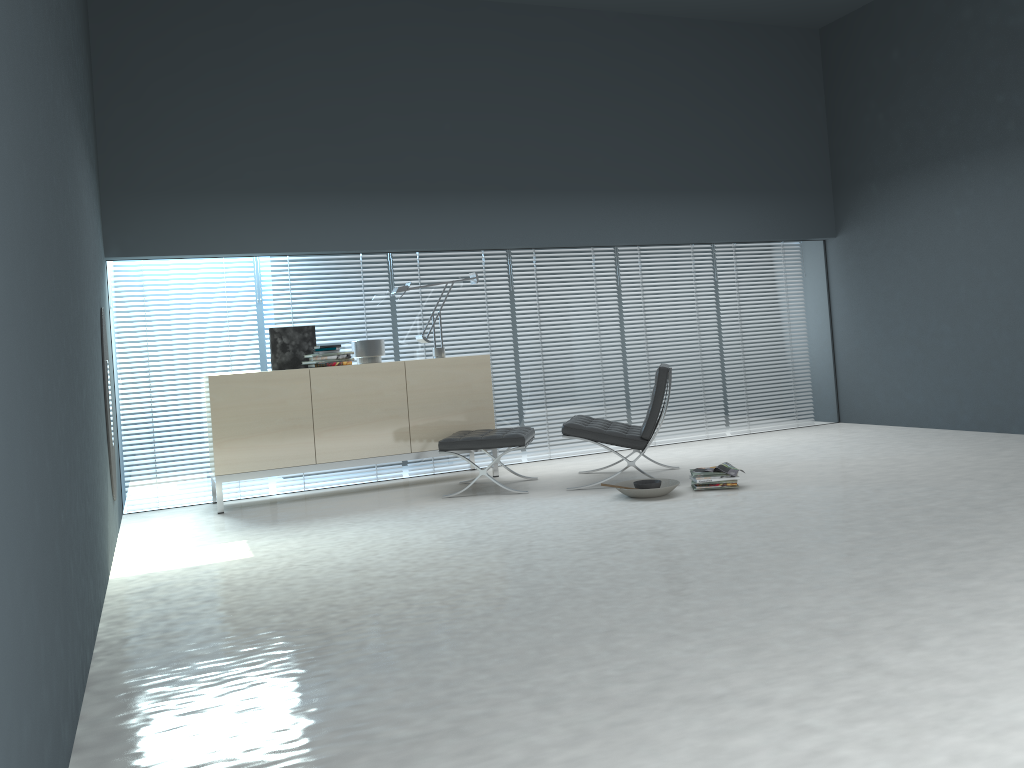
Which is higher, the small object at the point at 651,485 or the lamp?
the lamp

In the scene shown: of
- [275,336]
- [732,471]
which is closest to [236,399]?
[275,336]

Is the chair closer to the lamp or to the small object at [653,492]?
the small object at [653,492]

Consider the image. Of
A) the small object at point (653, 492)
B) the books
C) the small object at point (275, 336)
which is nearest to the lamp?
the small object at point (275, 336)

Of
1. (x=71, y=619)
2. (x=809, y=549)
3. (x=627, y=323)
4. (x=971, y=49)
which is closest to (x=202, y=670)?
(x=71, y=619)

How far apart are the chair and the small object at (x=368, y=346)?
1.5m

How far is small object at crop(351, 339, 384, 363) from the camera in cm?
629

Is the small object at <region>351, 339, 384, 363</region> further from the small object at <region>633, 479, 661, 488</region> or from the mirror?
the small object at <region>633, 479, 661, 488</region>

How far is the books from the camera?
5.2m

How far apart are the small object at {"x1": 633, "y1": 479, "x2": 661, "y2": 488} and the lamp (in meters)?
1.97
